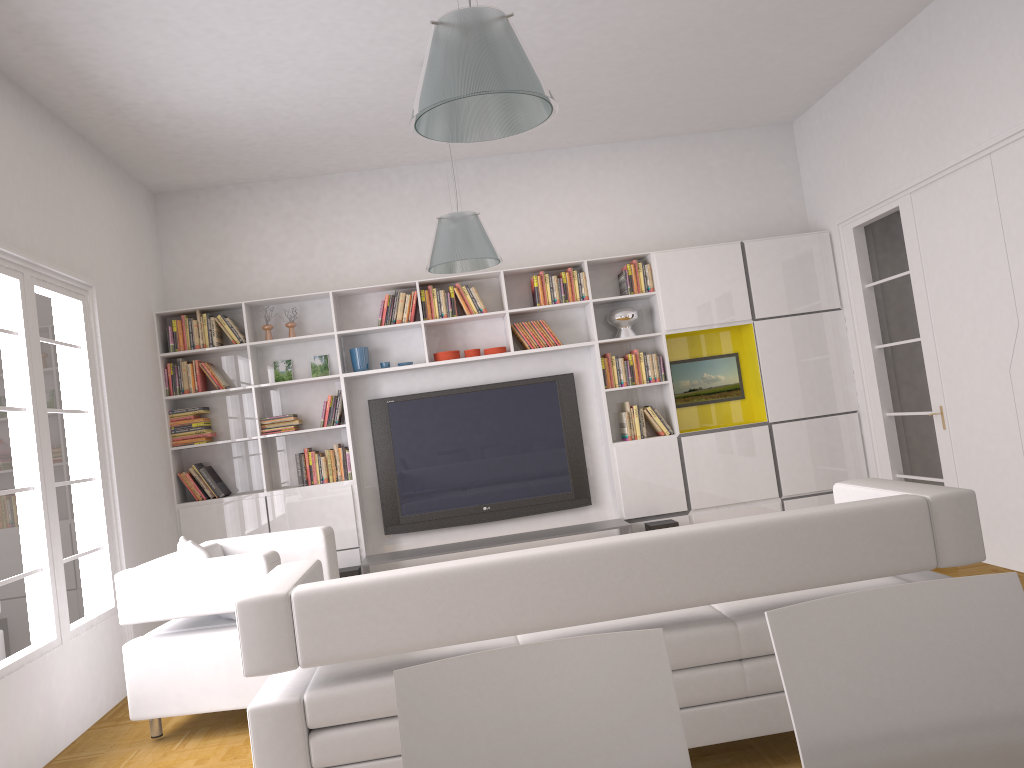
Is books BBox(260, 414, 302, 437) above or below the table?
above

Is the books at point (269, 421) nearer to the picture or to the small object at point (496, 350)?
the small object at point (496, 350)

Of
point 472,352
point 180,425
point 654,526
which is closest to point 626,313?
point 472,352

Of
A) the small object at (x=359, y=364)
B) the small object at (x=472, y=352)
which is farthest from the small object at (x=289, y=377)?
the small object at (x=472, y=352)

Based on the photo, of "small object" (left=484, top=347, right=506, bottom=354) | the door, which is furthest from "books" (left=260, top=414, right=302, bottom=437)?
the door

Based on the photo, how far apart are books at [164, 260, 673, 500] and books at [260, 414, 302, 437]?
0.2m

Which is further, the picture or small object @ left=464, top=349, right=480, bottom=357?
the picture

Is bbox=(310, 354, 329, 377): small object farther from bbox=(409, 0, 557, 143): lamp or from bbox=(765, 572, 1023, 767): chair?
bbox=(765, 572, 1023, 767): chair

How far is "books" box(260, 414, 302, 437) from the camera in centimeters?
680cm

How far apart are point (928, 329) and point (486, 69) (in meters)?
4.48
